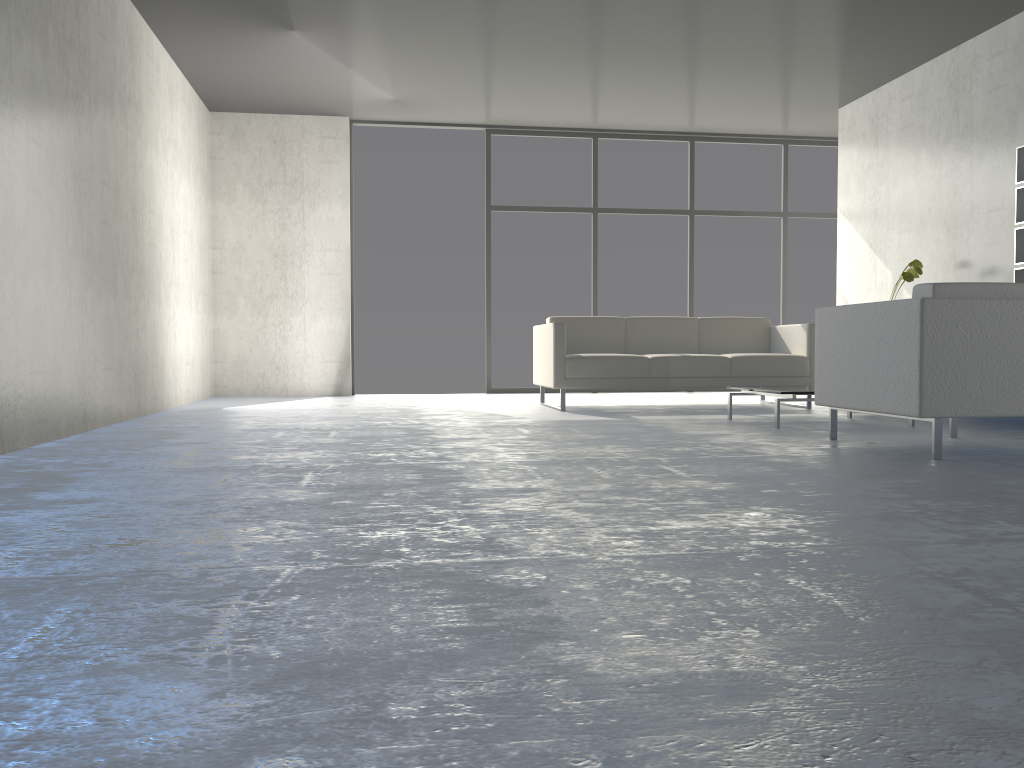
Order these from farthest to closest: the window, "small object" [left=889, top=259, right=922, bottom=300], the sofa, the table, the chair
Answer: the window, "small object" [left=889, top=259, right=922, bottom=300], the sofa, the table, the chair

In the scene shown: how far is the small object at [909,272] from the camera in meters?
6.0

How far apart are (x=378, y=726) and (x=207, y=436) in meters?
3.5

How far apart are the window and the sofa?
1.9m

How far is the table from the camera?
4.6 meters

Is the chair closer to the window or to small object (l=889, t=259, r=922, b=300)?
small object (l=889, t=259, r=922, b=300)

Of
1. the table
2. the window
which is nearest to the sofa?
the table

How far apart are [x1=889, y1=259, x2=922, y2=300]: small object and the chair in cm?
224

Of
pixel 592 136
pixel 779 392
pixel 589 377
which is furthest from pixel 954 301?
pixel 592 136

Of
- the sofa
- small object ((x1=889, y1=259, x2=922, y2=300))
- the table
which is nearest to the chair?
the table
